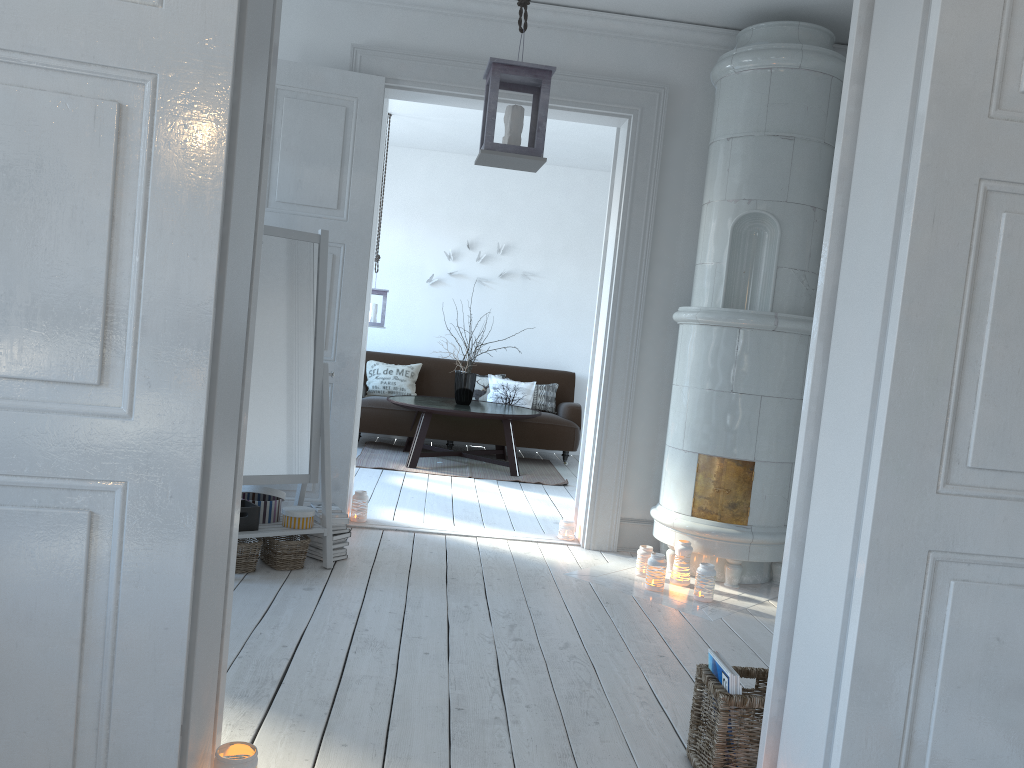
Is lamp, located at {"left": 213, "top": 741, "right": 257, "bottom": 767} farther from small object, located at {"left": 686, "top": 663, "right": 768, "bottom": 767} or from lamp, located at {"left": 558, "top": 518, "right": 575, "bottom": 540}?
lamp, located at {"left": 558, "top": 518, "right": 575, "bottom": 540}

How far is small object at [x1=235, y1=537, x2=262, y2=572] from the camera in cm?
368

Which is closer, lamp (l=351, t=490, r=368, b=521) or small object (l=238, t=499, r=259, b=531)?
small object (l=238, t=499, r=259, b=531)

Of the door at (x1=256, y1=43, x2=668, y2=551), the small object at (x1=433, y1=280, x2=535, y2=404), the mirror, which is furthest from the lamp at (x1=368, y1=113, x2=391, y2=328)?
the mirror

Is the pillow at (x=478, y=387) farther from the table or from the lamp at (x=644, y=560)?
the lamp at (x=644, y=560)

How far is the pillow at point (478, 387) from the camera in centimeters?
823cm

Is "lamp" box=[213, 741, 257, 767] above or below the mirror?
below

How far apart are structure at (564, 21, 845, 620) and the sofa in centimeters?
313cm

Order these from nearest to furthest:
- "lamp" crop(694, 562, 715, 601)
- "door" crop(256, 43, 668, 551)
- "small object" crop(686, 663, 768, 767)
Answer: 1. "small object" crop(686, 663, 768, 767)
2. "lamp" crop(694, 562, 715, 601)
3. "door" crop(256, 43, 668, 551)

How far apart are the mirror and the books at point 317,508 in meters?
0.1 m
